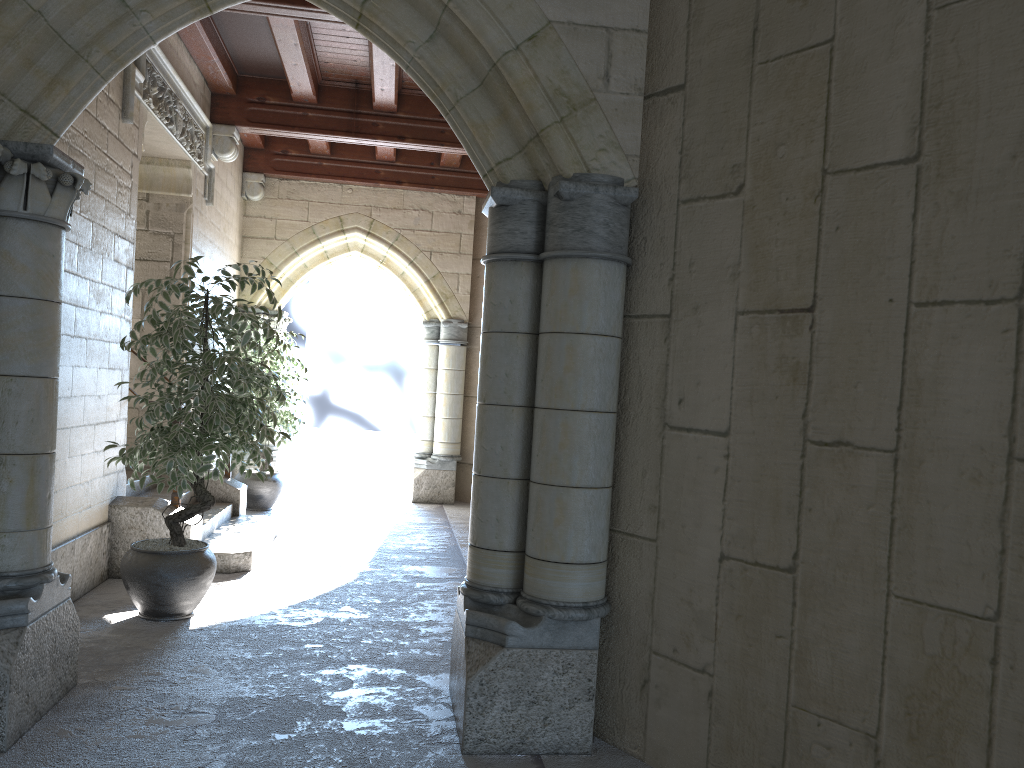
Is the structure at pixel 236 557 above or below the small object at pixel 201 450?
below

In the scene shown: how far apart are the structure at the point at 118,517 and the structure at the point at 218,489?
1.36m

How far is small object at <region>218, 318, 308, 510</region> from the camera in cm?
716

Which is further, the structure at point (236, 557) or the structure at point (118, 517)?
the structure at point (236, 557)

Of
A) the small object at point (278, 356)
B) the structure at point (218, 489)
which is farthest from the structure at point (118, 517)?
the small object at point (278, 356)

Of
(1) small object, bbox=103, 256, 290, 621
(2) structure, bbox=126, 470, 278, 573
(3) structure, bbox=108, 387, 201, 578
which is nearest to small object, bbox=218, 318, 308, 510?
(2) structure, bbox=126, 470, 278, 573

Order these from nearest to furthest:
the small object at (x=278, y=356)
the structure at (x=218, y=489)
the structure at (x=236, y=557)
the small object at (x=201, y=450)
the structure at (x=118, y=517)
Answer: the small object at (x=201, y=450), the structure at (x=118, y=517), the structure at (x=236, y=557), the structure at (x=218, y=489), the small object at (x=278, y=356)

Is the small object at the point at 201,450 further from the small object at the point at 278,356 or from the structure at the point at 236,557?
the small object at the point at 278,356

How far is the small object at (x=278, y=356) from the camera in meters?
7.2 m

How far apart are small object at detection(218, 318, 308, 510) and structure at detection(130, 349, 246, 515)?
0.81m
